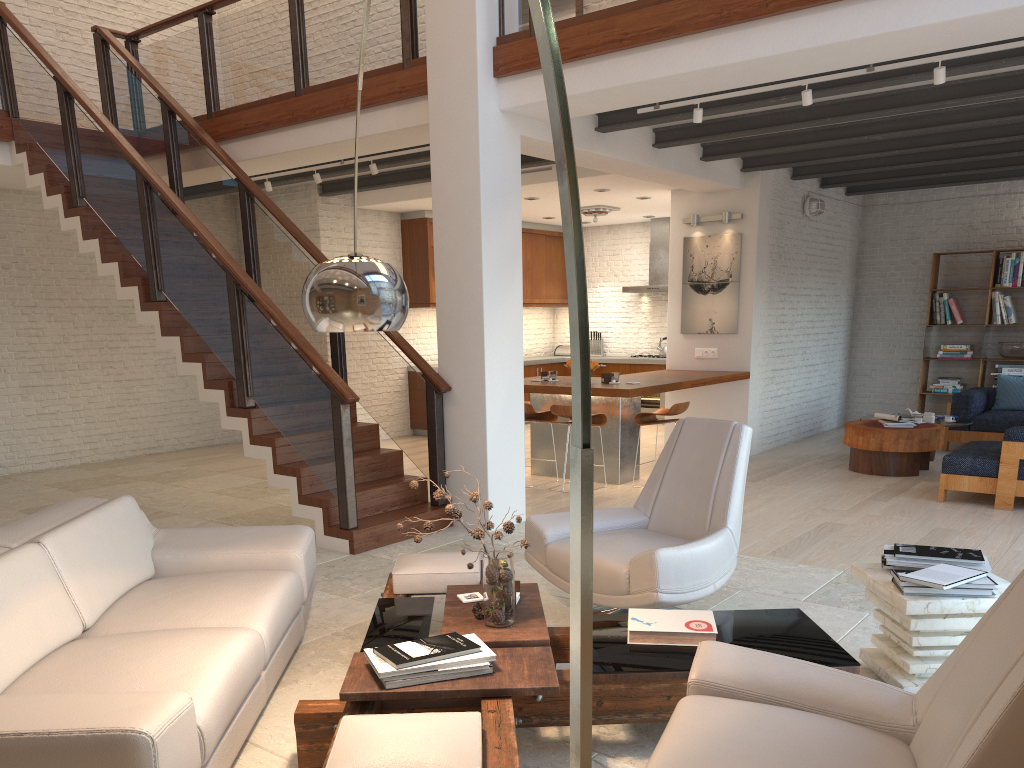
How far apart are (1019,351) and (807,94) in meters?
6.5 m

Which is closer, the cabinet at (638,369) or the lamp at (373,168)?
the lamp at (373,168)

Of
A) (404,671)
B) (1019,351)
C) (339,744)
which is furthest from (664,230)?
(339,744)

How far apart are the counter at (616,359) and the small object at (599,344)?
0.61m

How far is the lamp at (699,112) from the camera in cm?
606

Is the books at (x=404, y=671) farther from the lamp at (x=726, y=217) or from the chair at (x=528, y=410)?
the lamp at (x=726, y=217)

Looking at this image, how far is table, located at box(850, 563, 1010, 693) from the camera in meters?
3.1

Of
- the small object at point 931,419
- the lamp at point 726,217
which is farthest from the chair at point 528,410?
the small object at point 931,419

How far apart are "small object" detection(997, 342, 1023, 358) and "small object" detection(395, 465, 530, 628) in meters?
9.4

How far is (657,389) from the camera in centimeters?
784cm
